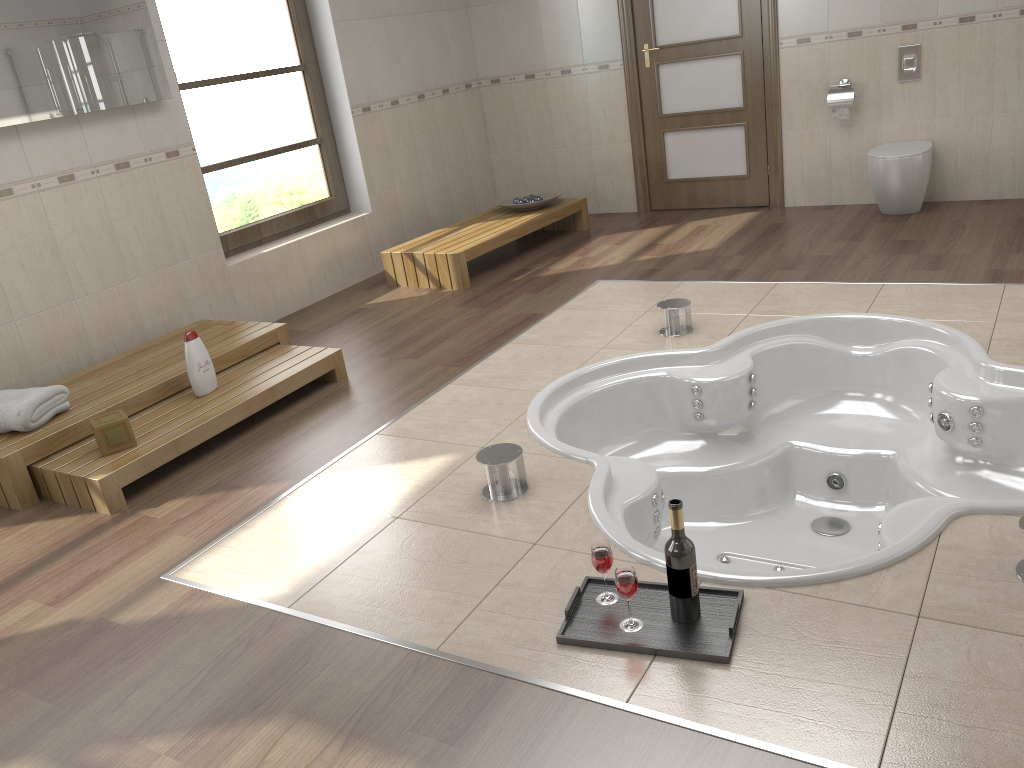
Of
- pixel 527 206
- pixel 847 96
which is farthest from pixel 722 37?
pixel 527 206

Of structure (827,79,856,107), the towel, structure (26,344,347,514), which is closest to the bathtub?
structure (26,344,347,514)

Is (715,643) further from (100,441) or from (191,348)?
(191,348)

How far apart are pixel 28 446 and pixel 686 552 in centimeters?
250cm

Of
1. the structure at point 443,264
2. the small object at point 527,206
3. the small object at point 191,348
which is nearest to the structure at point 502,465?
the small object at point 191,348

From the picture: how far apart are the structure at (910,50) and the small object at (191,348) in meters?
4.3

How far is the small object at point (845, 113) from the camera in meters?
5.4

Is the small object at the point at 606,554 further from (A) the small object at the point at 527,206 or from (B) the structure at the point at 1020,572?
(A) the small object at the point at 527,206

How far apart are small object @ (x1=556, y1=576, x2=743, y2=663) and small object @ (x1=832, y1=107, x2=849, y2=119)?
4.2m

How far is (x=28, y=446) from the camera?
3.2m
